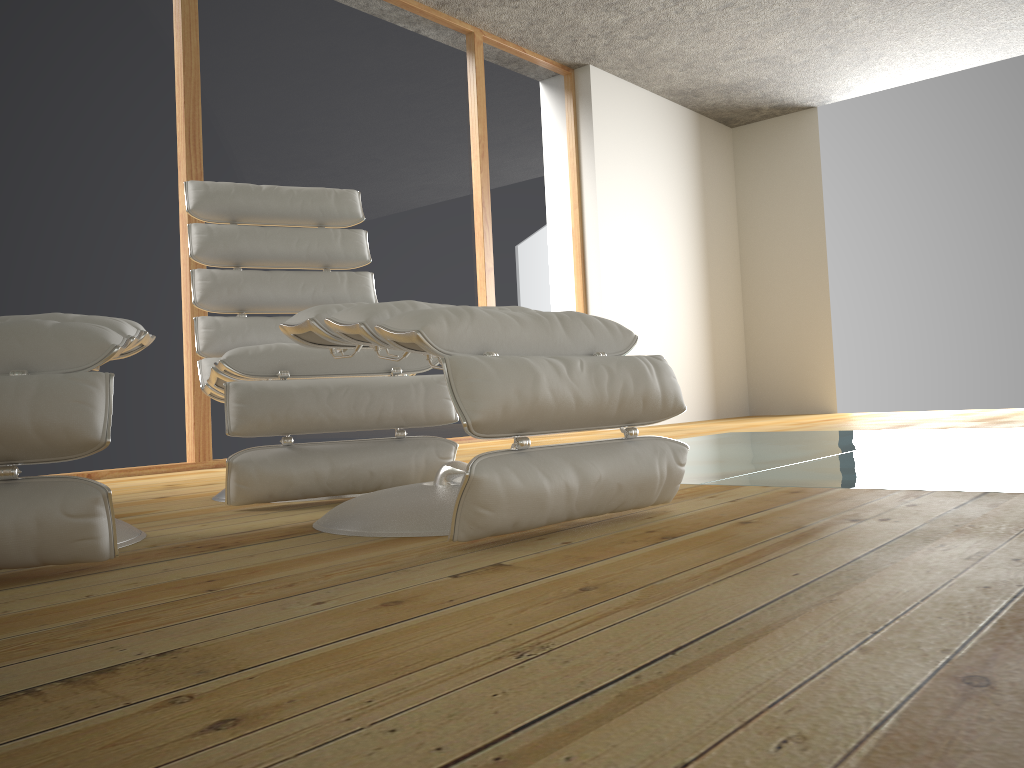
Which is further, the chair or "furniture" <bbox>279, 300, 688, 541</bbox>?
the chair

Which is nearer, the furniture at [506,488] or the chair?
the furniture at [506,488]

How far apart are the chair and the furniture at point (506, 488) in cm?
29

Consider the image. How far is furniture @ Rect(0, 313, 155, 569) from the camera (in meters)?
1.28

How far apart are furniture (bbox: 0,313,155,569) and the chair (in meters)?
0.24

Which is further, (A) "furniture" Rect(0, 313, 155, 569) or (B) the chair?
(B) the chair

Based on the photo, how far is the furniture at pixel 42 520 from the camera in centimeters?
128cm

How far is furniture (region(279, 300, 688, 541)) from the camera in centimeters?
136cm

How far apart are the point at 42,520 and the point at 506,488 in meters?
→ 0.7

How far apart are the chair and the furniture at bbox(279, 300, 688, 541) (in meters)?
0.29
